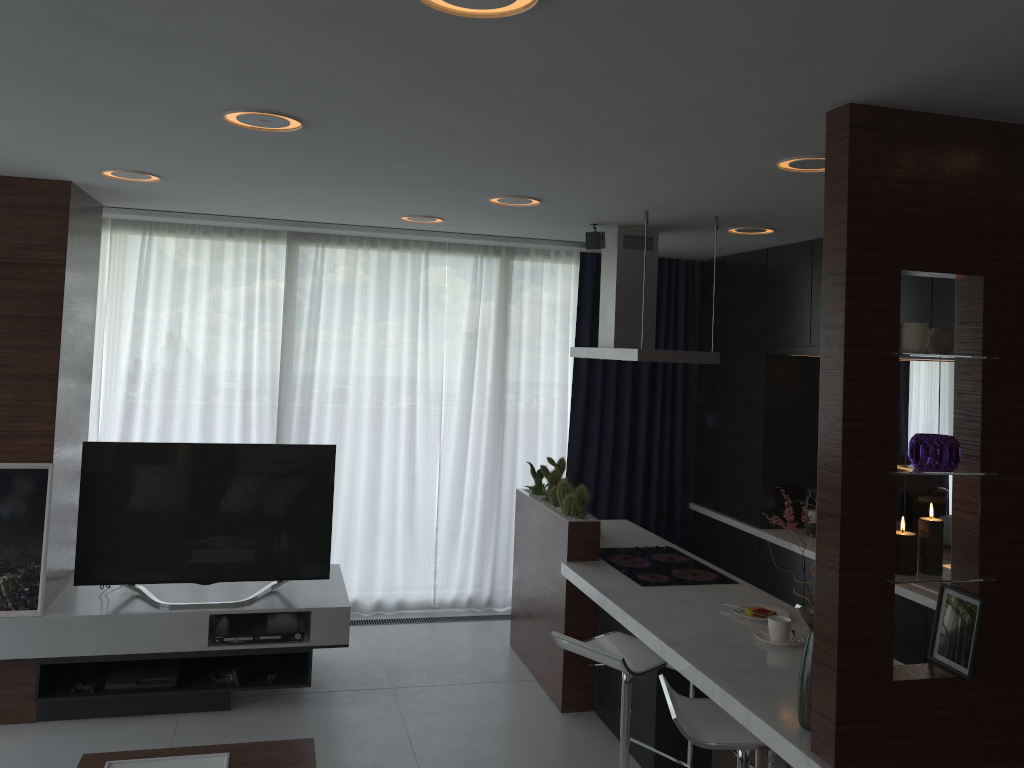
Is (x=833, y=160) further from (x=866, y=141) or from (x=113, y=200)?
(x=113, y=200)

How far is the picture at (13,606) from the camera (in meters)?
4.16

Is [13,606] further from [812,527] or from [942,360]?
[942,360]

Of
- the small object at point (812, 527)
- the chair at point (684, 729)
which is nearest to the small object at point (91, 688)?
the chair at point (684, 729)

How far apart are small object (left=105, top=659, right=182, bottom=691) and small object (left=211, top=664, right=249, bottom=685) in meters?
0.2 m

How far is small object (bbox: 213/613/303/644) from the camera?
4.4m

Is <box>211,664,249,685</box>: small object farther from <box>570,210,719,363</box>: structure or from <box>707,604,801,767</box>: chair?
<box>707,604,801,767</box>: chair

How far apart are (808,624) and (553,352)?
4.2 meters

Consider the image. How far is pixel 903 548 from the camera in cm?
249

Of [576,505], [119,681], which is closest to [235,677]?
[119,681]
